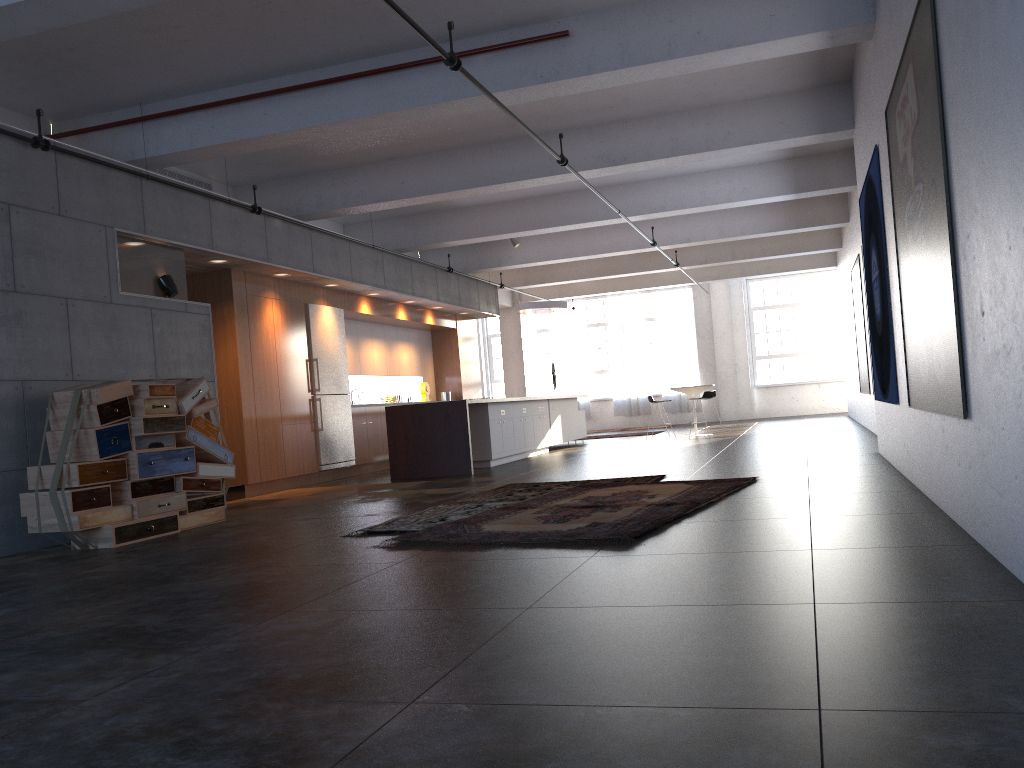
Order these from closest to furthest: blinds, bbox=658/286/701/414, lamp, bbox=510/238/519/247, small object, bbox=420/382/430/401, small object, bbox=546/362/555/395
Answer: lamp, bbox=510/238/519/247 < small object, bbox=420/382/430/401 < small object, bbox=546/362/555/395 < blinds, bbox=658/286/701/414

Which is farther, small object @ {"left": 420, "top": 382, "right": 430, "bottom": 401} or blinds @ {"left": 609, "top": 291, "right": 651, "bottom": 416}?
blinds @ {"left": 609, "top": 291, "right": 651, "bottom": 416}

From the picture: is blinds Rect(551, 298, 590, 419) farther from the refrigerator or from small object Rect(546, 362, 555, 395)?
the refrigerator

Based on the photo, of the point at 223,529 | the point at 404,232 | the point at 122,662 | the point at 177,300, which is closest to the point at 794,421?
the point at 404,232

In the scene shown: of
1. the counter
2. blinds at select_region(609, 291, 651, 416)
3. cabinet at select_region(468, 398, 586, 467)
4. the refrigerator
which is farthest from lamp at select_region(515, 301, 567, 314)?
blinds at select_region(609, 291, 651, 416)

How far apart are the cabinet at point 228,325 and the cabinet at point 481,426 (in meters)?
1.86

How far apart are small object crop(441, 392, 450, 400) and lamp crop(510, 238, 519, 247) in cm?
324

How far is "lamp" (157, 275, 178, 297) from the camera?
8.8m

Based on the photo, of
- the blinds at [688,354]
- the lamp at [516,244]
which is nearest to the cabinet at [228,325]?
the lamp at [516,244]

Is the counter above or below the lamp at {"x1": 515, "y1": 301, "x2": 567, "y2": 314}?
below
